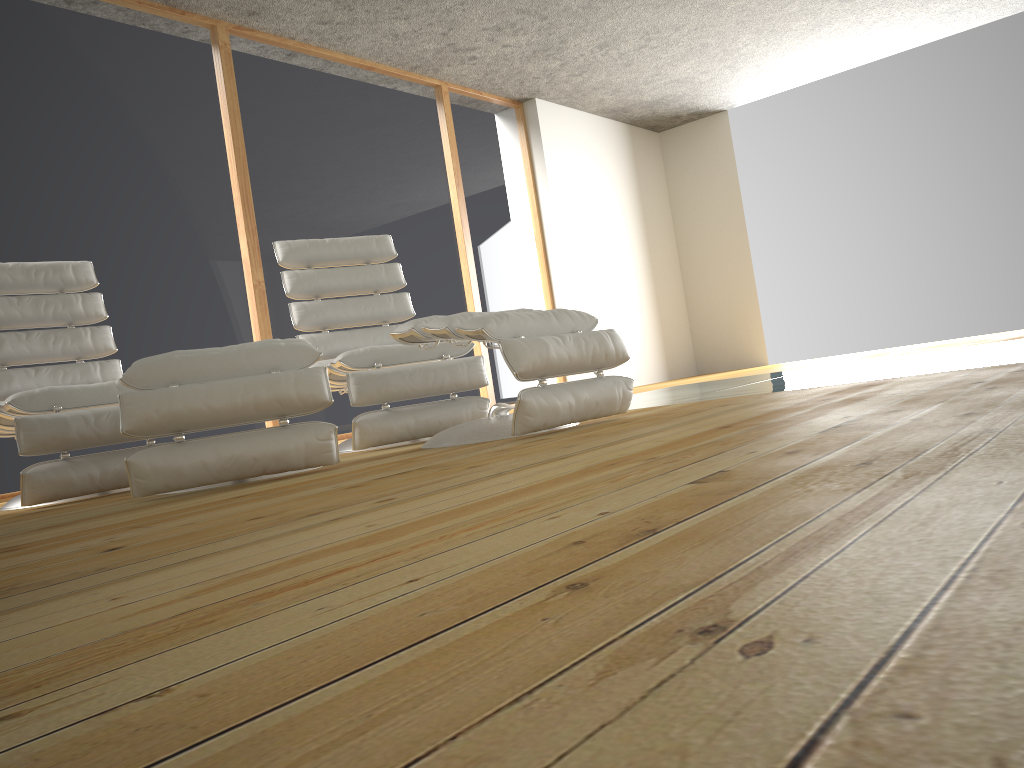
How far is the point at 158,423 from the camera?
2.40m

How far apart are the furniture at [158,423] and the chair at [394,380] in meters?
0.5

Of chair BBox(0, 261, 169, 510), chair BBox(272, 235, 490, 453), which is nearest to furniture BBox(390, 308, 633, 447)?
chair BBox(272, 235, 490, 453)

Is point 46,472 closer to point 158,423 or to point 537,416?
point 158,423

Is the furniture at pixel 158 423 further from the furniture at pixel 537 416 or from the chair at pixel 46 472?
the chair at pixel 46 472

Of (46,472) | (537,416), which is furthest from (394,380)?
(46,472)

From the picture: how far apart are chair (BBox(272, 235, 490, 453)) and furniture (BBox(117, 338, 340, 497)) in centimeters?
46cm

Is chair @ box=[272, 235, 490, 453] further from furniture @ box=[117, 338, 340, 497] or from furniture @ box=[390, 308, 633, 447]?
furniture @ box=[117, 338, 340, 497]

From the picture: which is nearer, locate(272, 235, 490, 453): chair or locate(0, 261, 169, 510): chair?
locate(0, 261, 169, 510): chair

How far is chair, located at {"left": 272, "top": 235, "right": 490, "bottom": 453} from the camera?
3.3 meters
